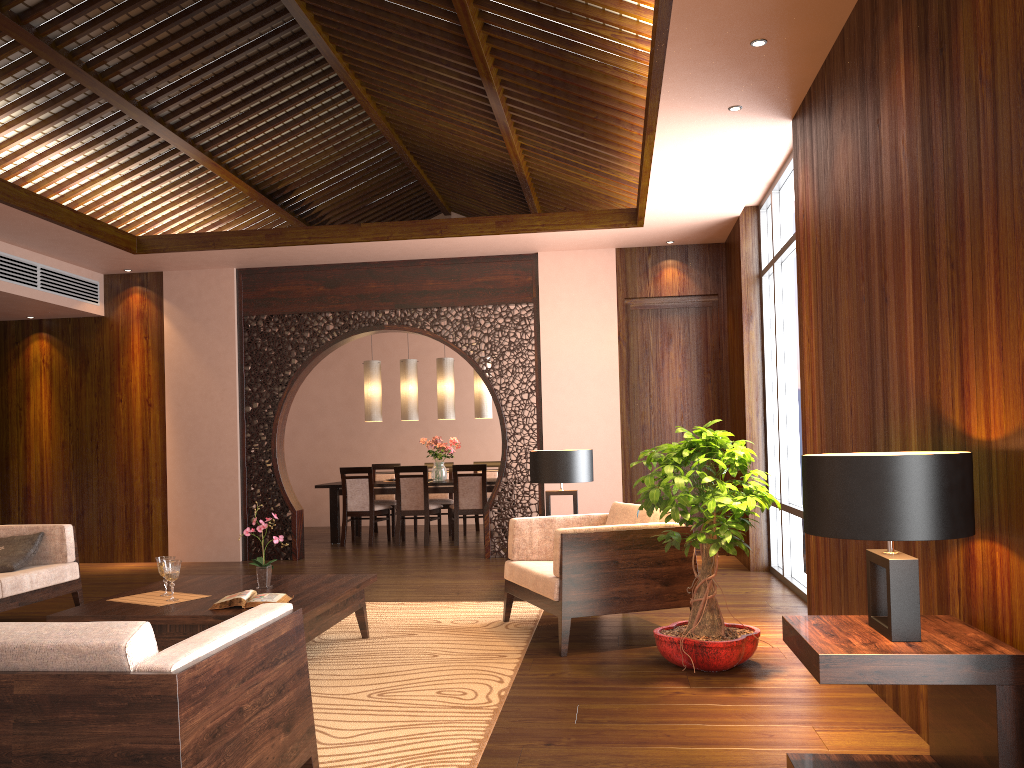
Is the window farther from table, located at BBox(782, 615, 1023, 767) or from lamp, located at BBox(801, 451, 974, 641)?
lamp, located at BBox(801, 451, 974, 641)

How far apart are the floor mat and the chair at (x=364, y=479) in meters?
3.7 m

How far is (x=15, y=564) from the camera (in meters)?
5.29

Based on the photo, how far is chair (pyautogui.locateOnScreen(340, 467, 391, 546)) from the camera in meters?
9.5 m

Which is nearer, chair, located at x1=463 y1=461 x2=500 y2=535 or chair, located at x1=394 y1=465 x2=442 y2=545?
chair, located at x1=394 y1=465 x2=442 y2=545

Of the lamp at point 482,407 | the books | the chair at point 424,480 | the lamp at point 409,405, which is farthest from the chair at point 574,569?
the lamp at point 409,405

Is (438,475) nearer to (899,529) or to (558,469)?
(558,469)

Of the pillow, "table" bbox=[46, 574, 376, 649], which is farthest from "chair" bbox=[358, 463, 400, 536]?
"table" bbox=[46, 574, 376, 649]

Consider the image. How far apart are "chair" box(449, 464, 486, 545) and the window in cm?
336

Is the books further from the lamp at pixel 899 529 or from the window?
the window
